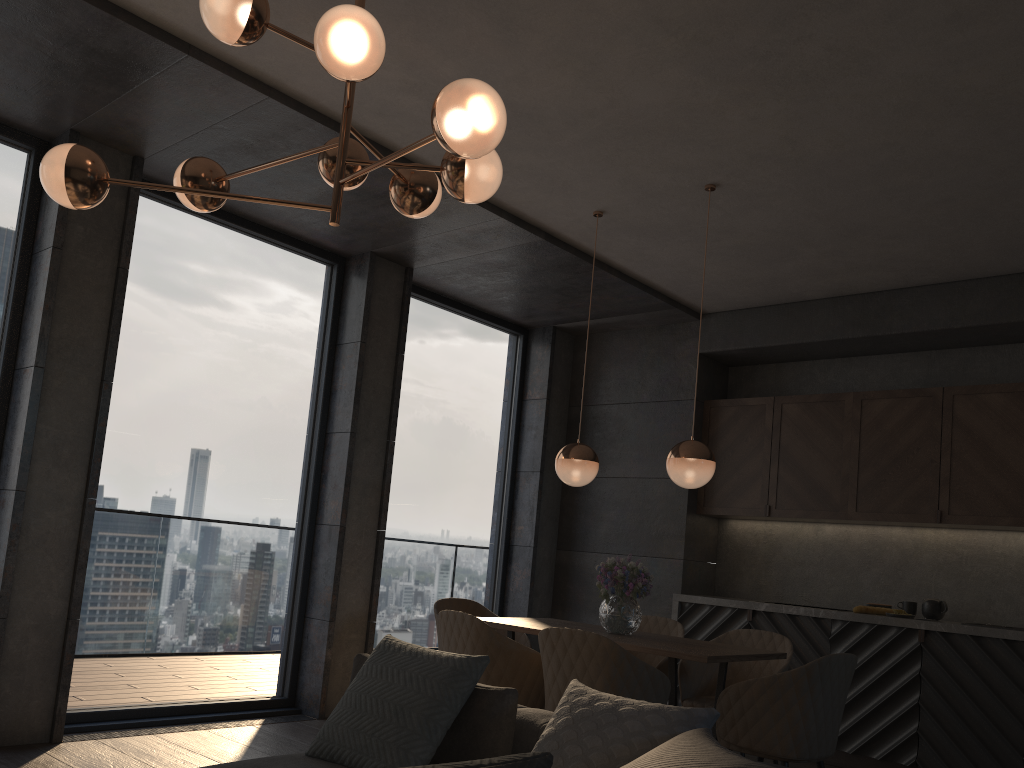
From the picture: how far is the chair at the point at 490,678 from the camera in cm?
385

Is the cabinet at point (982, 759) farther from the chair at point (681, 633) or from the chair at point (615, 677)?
the chair at point (615, 677)

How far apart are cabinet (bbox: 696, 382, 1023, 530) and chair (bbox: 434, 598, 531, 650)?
2.06m

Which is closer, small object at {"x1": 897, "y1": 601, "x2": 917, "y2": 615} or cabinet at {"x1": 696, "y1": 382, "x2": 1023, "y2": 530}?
cabinet at {"x1": 696, "y1": 382, "x2": 1023, "y2": 530}

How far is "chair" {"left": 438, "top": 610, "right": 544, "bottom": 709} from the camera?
3.85m

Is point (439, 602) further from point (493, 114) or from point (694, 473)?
point (493, 114)

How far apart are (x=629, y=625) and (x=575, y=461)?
0.9m

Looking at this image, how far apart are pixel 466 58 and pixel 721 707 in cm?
287

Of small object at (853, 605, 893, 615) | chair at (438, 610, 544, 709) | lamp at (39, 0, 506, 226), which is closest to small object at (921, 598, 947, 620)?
small object at (853, 605, 893, 615)

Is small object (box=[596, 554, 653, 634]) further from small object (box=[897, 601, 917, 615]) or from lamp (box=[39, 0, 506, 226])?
small object (box=[897, 601, 917, 615])
